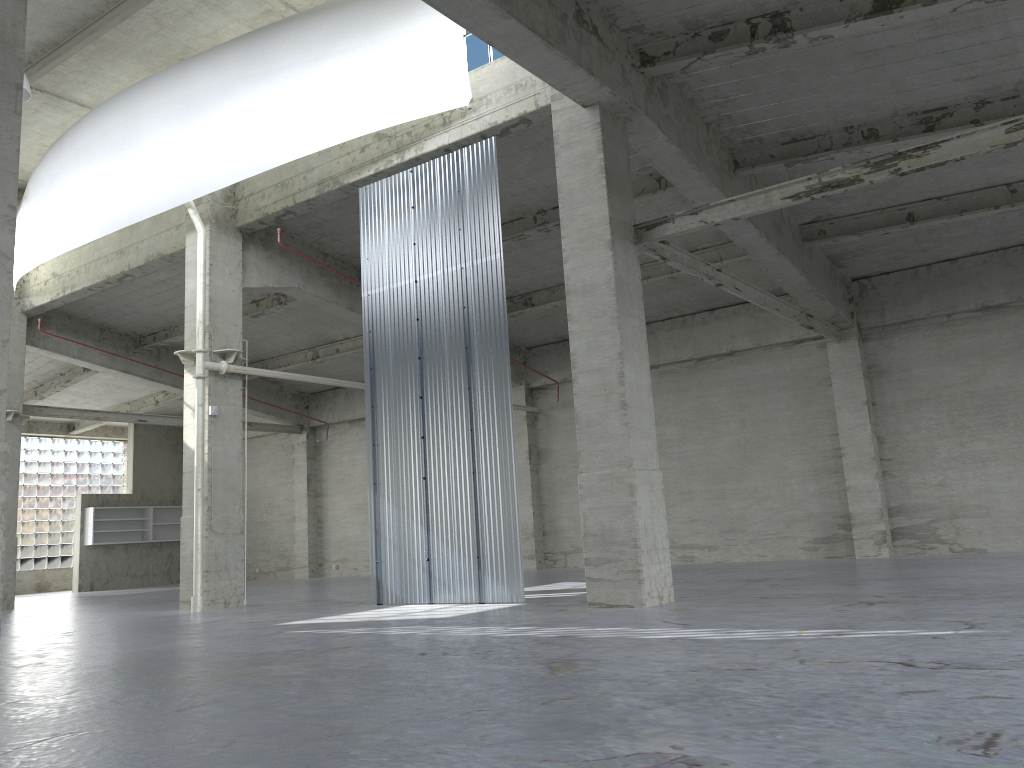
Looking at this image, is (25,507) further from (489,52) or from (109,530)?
(489,52)

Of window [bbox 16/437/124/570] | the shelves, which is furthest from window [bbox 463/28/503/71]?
window [bbox 16/437/124/570]

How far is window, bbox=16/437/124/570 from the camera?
46.65m

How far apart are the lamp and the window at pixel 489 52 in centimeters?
1047cm

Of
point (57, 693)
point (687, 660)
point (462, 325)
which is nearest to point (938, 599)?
point (687, 660)

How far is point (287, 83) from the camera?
22.2 meters

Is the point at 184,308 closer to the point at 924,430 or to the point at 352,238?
the point at 352,238

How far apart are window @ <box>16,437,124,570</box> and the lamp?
31.3 meters

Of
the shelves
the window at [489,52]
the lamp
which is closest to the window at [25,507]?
the shelves

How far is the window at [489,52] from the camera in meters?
20.9 m
